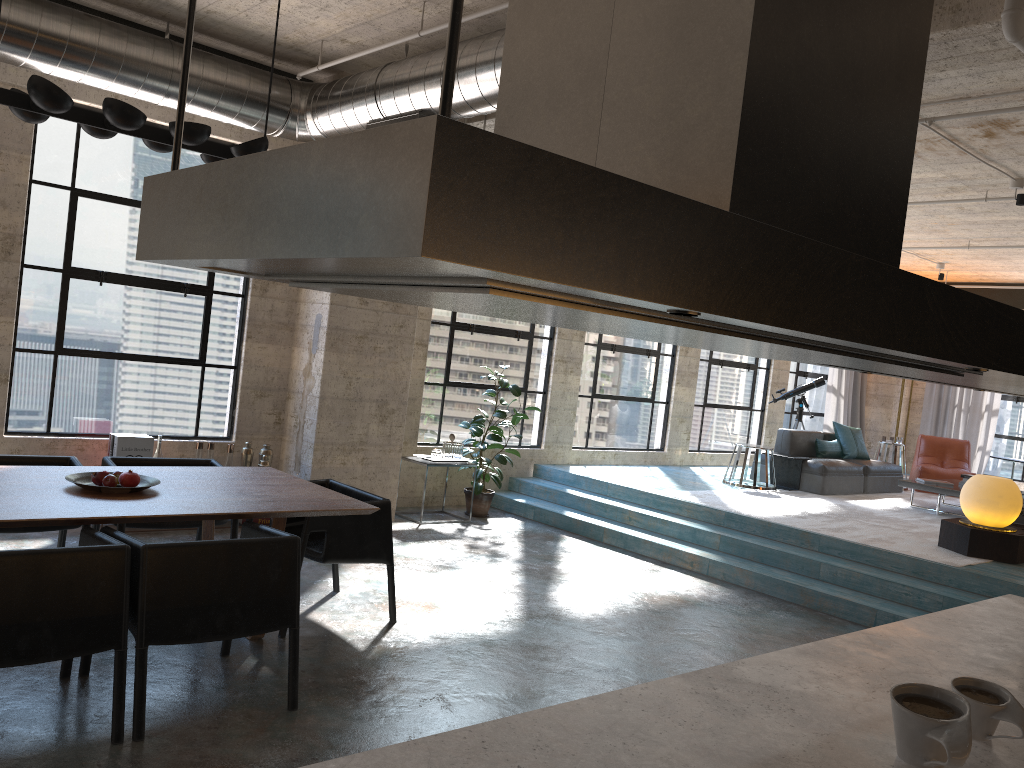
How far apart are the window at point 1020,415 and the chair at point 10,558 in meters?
13.8 m

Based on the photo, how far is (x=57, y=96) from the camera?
3.9m

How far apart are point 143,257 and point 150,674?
3.7m

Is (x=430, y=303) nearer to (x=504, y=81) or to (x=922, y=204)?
(x=504, y=81)

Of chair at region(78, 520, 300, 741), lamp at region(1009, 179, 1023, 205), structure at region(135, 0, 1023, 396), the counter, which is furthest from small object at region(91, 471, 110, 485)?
lamp at region(1009, 179, 1023, 205)

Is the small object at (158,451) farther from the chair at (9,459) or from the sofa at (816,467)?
the sofa at (816,467)

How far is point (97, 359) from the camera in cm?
697

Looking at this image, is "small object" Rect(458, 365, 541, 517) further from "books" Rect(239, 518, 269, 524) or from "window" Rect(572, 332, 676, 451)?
"books" Rect(239, 518, 269, 524)

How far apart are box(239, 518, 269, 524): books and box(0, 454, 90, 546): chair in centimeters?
204cm

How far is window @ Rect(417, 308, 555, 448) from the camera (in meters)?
9.15
